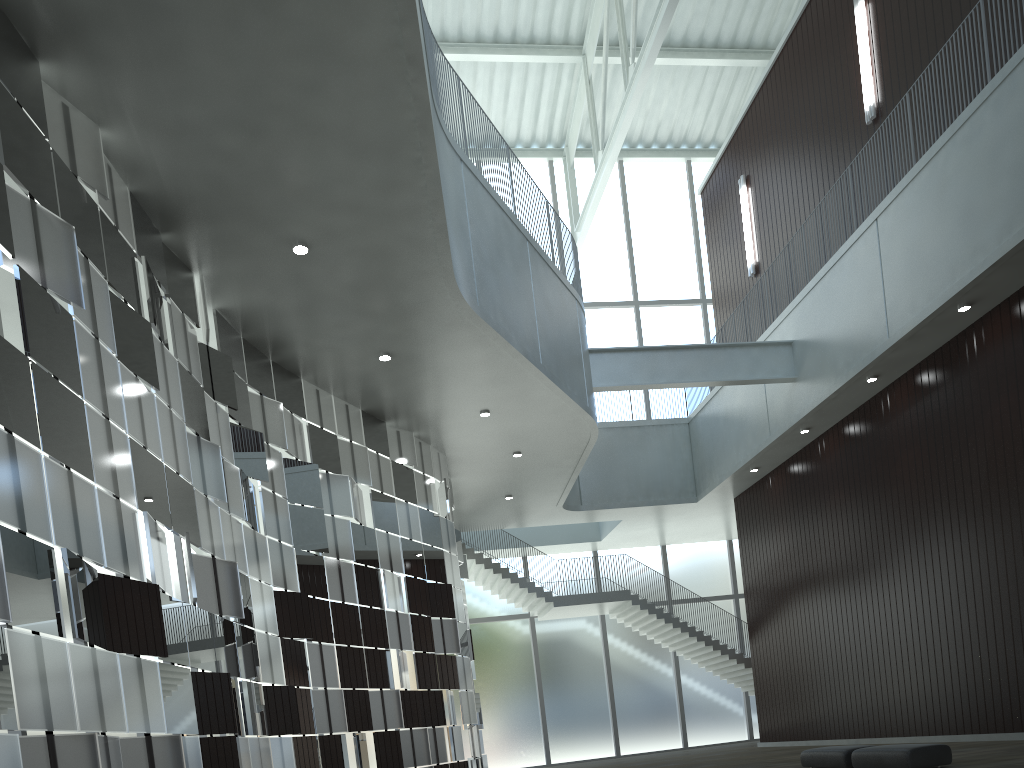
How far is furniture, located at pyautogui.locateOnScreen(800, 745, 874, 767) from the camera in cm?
3467

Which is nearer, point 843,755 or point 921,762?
point 921,762

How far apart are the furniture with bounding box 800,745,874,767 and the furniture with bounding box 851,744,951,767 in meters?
0.9 m

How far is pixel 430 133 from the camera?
31.4m

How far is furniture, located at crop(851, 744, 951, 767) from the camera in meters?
30.6

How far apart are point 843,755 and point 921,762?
4.50m

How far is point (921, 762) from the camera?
30.6 meters

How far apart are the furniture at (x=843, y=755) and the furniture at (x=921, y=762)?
0.9 meters

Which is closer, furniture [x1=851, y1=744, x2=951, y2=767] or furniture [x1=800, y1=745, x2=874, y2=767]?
furniture [x1=851, y1=744, x2=951, y2=767]
